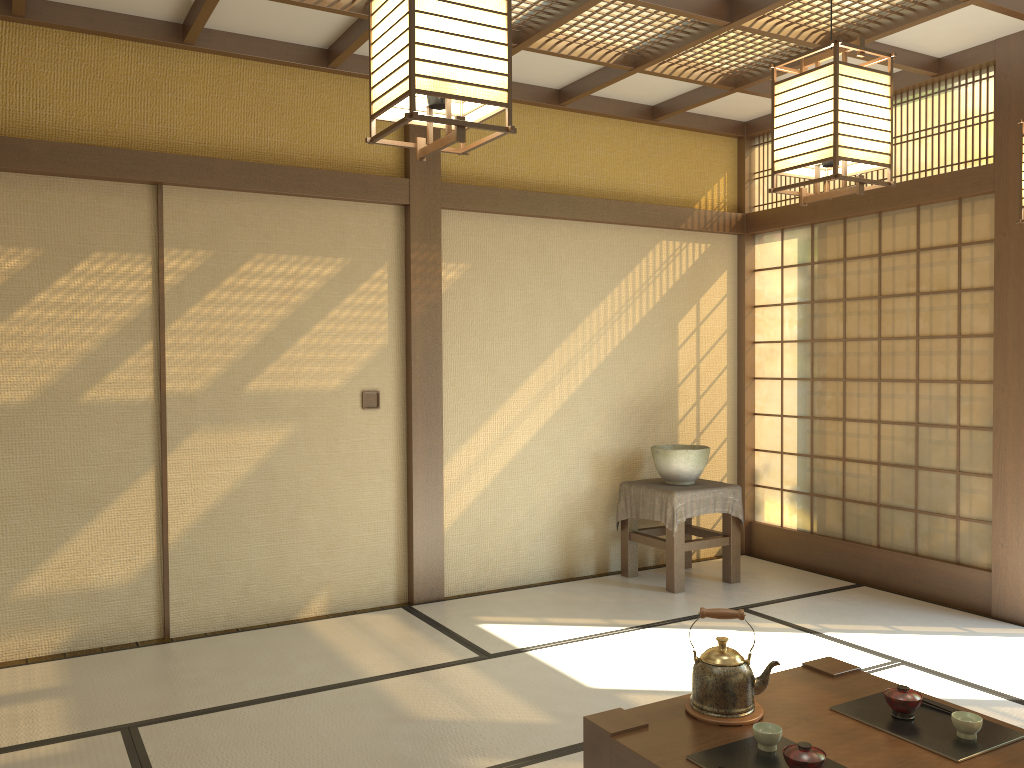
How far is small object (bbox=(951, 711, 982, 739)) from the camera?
2.3 meters

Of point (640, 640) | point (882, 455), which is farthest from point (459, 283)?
point (882, 455)

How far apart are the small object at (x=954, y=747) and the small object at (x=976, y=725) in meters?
0.0

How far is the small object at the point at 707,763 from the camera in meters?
2.2

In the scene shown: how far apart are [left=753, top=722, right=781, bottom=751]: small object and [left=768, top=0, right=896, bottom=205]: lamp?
1.4 meters

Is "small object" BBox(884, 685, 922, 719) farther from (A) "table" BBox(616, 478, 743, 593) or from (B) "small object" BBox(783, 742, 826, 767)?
(A) "table" BBox(616, 478, 743, 593)

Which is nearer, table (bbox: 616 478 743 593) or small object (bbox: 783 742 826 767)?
small object (bbox: 783 742 826 767)

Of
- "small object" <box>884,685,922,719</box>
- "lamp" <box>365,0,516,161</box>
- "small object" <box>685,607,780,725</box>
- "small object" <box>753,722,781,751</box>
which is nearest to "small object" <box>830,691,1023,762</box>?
"small object" <box>884,685,922,719</box>

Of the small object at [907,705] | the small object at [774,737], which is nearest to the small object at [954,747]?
the small object at [907,705]

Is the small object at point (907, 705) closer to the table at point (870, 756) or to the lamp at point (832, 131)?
the table at point (870, 756)
